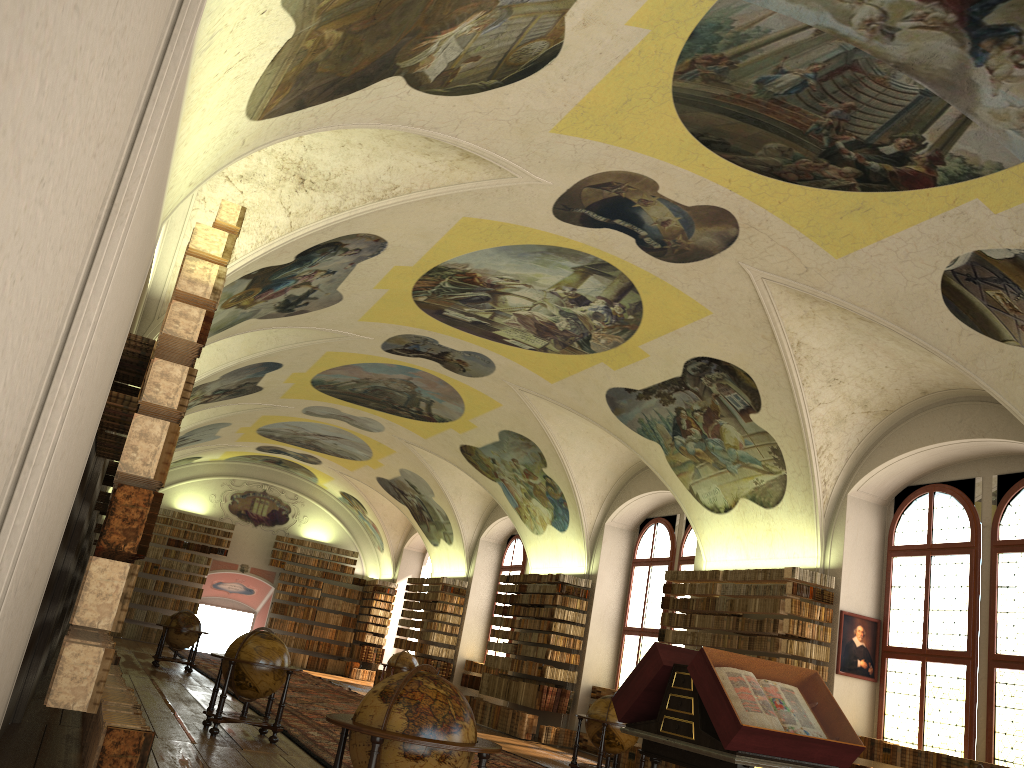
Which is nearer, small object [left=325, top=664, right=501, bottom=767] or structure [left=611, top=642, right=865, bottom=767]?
small object [left=325, top=664, right=501, bottom=767]

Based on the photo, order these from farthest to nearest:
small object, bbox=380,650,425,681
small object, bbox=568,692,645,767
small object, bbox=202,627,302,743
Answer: small object, bbox=380,650,425,681, small object, bbox=568,692,645,767, small object, bbox=202,627,302,743

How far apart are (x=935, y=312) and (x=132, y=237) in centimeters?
1009cm

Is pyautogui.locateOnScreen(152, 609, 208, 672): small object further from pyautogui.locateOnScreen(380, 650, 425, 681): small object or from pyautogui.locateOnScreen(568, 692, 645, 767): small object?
pyautogui.locateOnScreen(568, 692, 645, 767): small object

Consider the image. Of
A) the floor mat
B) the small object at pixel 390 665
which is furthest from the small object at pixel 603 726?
the small object at pixel 390 665

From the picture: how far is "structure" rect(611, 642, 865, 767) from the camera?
6.8 meters

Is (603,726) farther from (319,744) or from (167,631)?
(167,631)

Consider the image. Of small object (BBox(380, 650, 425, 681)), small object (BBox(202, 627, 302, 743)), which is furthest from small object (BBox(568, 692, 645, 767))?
small object (BBox(380, 650, 425, 681))

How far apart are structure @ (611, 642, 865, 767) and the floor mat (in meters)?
4.31

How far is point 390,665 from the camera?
23.5m
